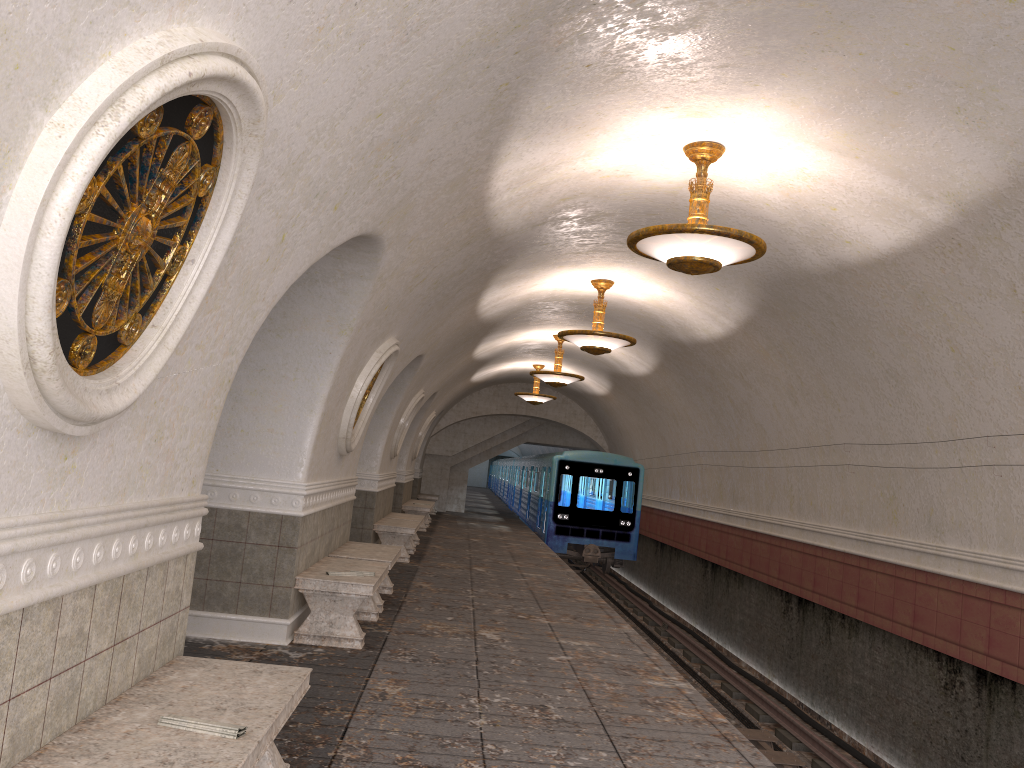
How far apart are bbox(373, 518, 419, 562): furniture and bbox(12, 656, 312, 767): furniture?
8.9m

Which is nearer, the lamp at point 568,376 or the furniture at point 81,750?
the furniture at point 81,750

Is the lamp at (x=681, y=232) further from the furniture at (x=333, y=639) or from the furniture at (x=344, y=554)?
the furniture at (x=344, y=554)

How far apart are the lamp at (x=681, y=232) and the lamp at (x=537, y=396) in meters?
13.7

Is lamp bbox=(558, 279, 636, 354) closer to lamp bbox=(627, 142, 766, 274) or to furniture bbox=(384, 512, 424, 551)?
lamp bbox=(627, 142, 766, 274)

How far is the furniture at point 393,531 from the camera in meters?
12.8

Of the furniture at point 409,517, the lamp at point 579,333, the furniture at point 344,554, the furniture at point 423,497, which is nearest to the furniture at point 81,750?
the furniture at point 344,554

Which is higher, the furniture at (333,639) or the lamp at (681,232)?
the lamp at (681,232)

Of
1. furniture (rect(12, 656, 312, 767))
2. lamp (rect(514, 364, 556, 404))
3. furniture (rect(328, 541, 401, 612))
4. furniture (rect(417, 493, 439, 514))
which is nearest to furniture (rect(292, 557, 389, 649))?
furniture (rect(328, 541, 401, 612))

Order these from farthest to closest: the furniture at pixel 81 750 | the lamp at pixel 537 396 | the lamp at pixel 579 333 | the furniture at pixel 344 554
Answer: the lamp at pixel 537 396 < the lamp at pixel 579 333 < the furniture at pixel 344 554 < the furniture at pixel 81 750
